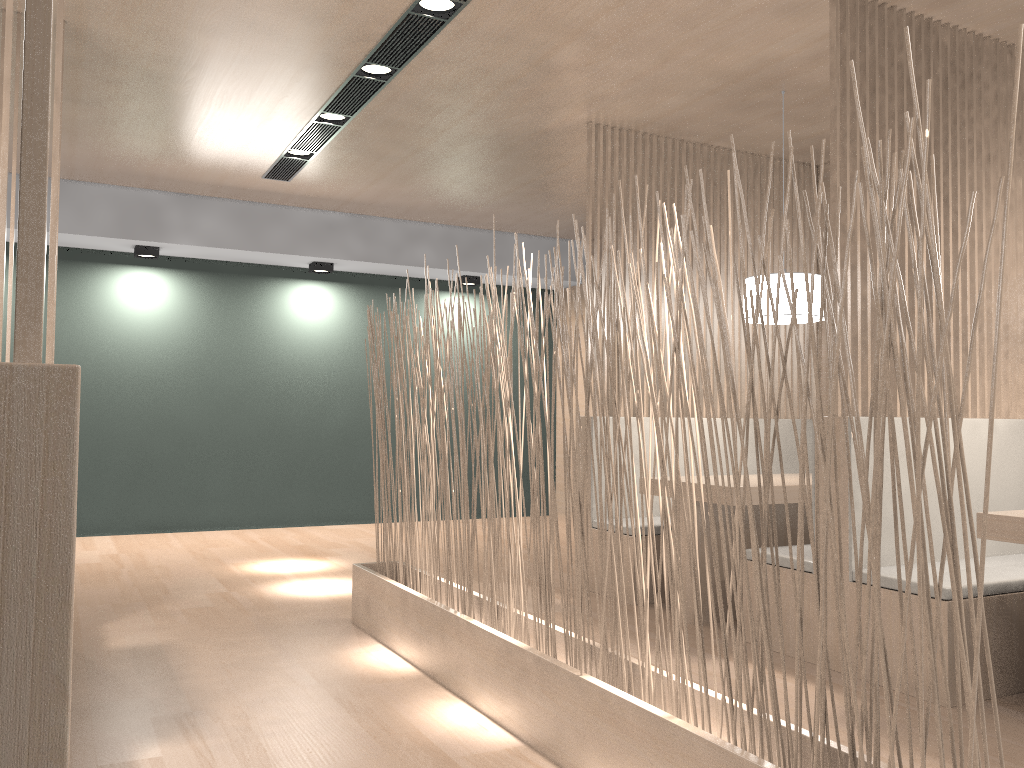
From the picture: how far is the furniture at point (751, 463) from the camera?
3.3 meters

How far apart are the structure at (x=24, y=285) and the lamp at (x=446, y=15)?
2.0m

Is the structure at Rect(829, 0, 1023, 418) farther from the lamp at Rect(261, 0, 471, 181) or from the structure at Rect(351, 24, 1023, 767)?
the lamp at Rect(261, 0, 471, 181)

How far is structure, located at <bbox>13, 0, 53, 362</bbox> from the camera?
0.33m

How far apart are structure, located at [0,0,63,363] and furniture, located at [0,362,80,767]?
1.15m

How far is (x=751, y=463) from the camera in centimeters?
328cm

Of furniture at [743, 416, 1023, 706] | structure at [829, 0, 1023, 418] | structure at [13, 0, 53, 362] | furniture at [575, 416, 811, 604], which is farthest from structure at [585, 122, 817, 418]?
structure at [13, 0, 53, 362]

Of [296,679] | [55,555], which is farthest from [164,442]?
[55,555]

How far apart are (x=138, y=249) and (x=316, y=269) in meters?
0.8

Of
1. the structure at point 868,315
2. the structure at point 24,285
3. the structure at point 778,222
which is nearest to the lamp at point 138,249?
the structure at point 778,222
